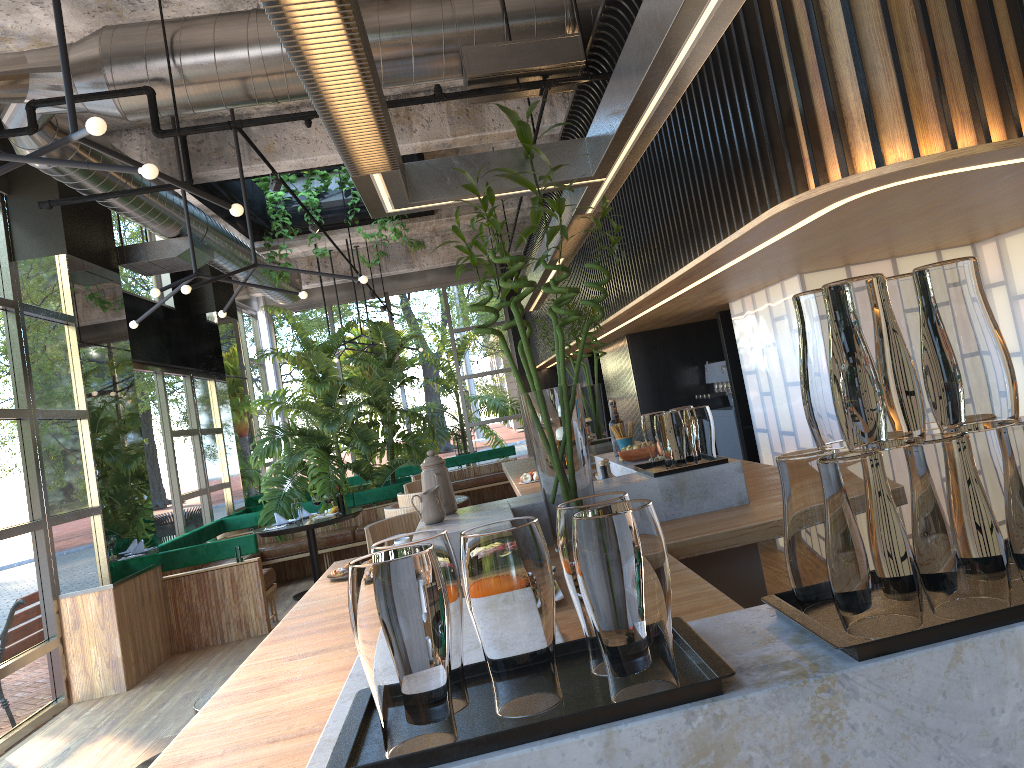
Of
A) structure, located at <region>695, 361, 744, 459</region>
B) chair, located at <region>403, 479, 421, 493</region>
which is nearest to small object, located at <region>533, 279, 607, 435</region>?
chair, located at <region>403, 479, 421, 493</region>

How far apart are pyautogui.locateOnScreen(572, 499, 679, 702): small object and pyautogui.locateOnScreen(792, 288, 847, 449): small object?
0.28m

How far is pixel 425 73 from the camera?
5.1 meters

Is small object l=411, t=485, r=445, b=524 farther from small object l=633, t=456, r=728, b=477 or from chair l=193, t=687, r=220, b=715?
chair l=193, t=687, r=220, b=715

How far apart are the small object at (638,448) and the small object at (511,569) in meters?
2.7

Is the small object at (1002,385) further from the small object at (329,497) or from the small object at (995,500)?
the small object at (329,497)

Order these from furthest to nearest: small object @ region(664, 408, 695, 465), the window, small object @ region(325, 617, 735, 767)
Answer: the window < small object @ region(664, 408, 695, 465) < small object @ region(325, 617, 735, 767)

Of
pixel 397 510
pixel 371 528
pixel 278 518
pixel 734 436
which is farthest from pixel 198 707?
pixel 278 518

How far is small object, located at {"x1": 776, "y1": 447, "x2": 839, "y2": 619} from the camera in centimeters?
115cm

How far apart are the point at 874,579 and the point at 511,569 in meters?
0.4
